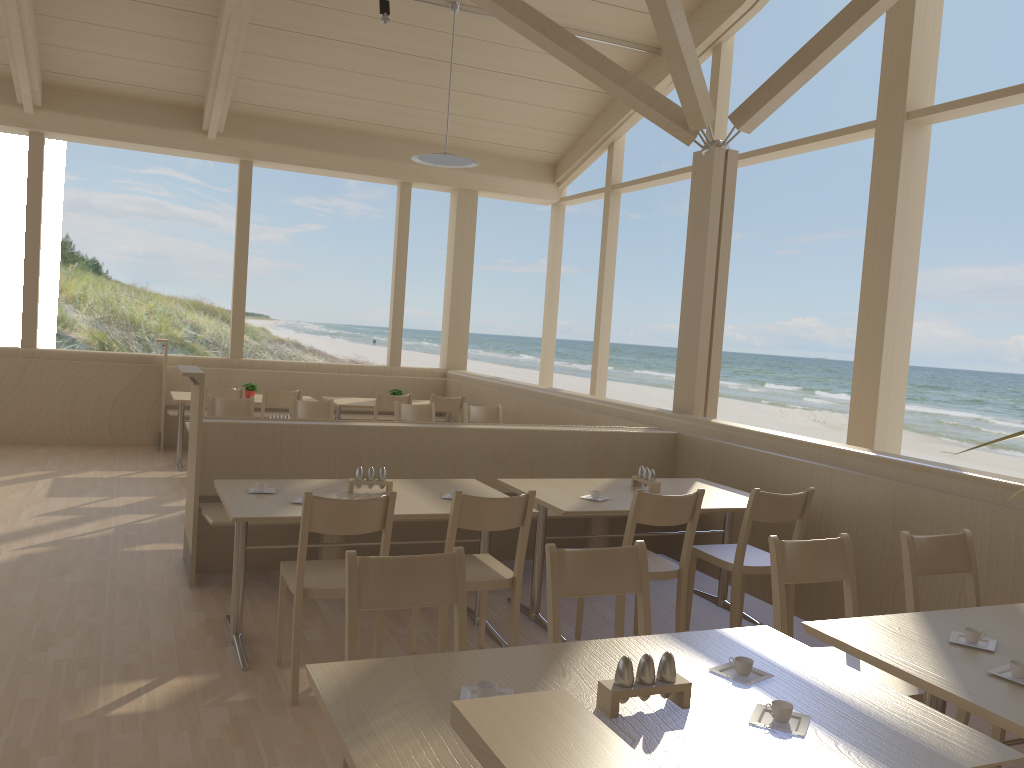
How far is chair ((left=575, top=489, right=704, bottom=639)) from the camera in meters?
3.7 m

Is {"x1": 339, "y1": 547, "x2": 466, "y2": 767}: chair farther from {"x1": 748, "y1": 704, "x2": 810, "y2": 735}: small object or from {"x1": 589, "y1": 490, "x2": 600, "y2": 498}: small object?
{"x1": 589, "y1": 490, "x2": 600, "y2": 498}: small object

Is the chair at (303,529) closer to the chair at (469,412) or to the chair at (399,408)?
the chair at (399,408)

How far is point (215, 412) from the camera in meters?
6.5 m

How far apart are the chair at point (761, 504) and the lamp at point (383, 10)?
5.2 meters

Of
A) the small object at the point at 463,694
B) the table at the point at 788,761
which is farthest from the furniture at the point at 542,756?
the small object at the point at 463,694

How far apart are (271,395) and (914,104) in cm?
536

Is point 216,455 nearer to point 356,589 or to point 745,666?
point 356,589

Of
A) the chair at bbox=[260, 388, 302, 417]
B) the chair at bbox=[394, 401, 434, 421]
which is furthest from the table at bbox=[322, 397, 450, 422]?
the chair at bbox=[394, 401, 434, 421]

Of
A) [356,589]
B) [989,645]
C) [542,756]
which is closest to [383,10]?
[356,589]
